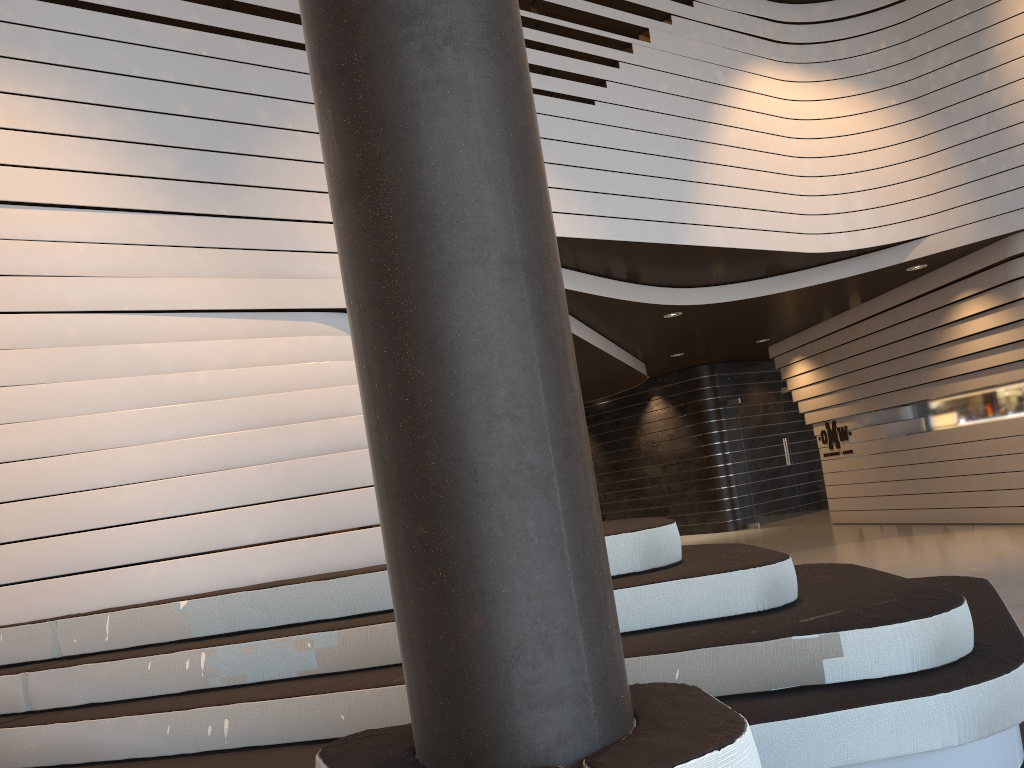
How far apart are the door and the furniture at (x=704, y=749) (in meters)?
12.00

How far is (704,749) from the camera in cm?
123

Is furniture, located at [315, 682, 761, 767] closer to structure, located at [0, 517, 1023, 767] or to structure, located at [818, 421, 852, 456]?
structure, located at [0, 517, 1023, 767]

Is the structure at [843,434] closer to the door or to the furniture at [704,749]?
the door

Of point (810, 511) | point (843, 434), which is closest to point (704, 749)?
point (843, 434)

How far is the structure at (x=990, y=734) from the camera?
2.50m

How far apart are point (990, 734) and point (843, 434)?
9.8 meters

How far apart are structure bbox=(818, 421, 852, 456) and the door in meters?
0.8 m

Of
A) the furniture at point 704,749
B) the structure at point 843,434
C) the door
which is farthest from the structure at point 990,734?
the door

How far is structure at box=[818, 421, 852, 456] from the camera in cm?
1180
